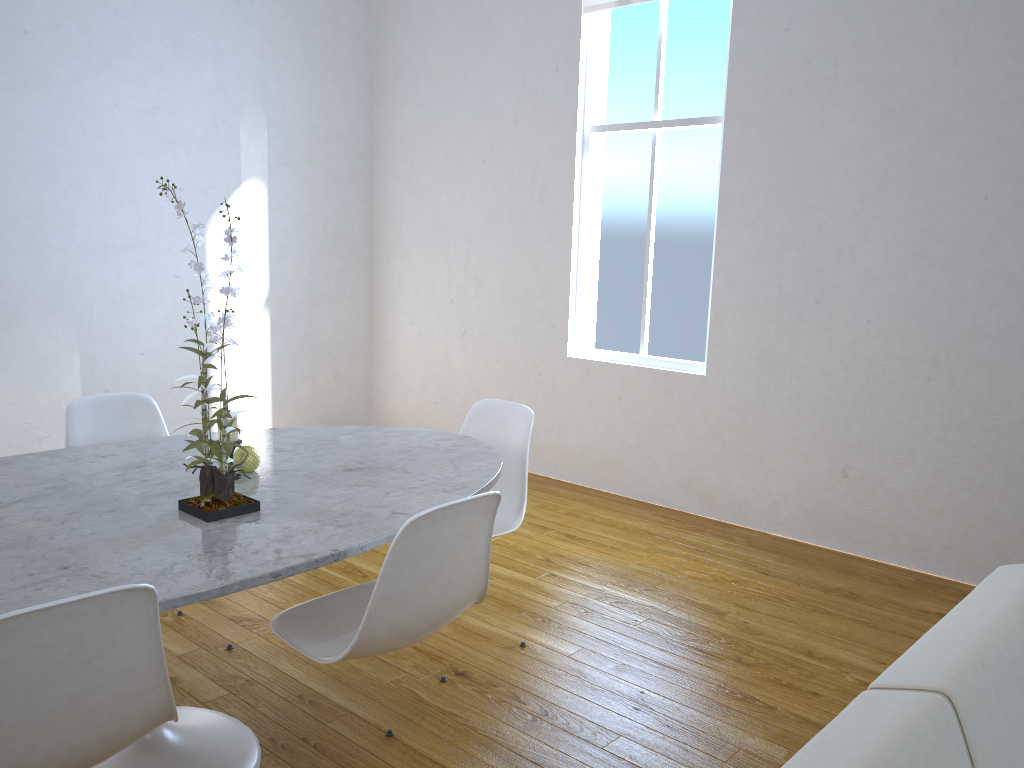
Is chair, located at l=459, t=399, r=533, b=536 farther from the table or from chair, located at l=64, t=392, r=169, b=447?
chair, located at l=64, t=392, r=169, b=447

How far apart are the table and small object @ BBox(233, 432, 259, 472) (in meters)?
0.02

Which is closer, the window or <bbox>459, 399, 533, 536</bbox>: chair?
<bbox>459, 399, 533, 536</bbox>: chair

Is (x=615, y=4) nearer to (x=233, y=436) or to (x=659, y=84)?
(x=659, y=84)

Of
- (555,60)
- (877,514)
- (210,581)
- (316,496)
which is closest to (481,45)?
(555,60)

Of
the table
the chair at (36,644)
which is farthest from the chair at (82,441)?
the chair at (36,644)

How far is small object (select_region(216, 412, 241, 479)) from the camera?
2.0 meters

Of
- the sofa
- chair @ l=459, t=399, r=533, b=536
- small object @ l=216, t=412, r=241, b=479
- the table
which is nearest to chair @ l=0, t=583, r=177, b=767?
the table

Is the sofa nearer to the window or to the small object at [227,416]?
the small object at [227,416]

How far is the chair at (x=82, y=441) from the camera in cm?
246
